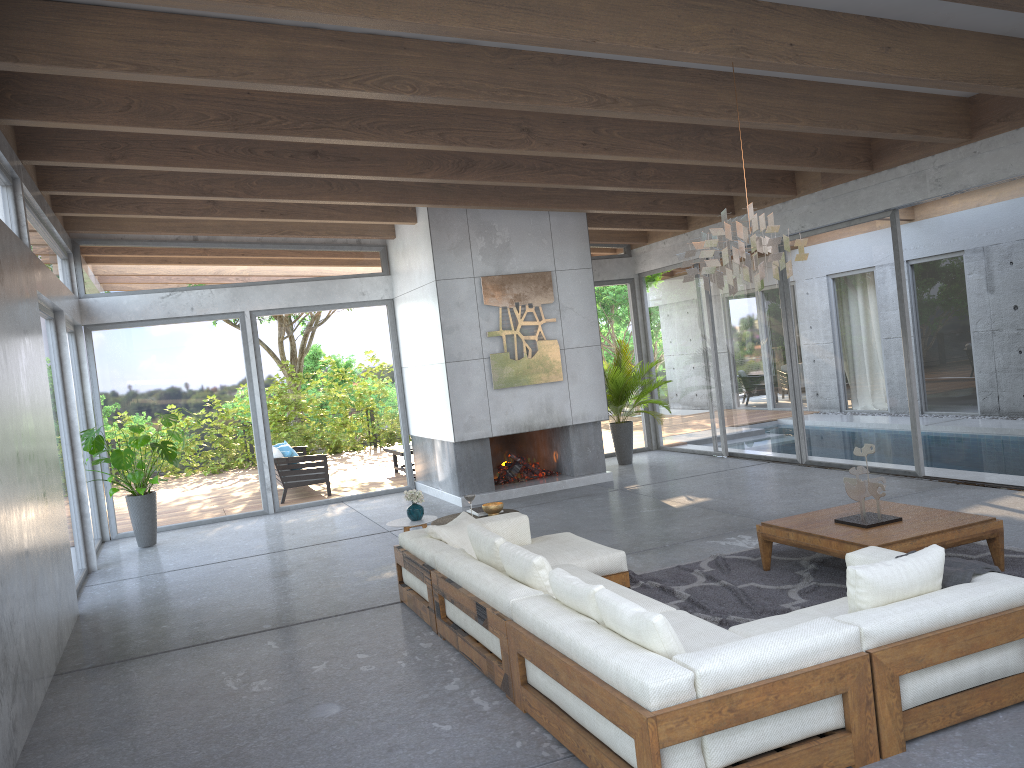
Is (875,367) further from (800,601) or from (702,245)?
(702,245)

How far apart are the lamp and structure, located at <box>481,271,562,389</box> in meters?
4.9

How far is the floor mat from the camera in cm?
544

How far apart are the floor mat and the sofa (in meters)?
0.09

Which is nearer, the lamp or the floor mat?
the lamp

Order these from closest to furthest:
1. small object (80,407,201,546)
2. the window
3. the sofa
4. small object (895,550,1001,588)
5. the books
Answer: the sofa
small object (895,550,1001,588)
the books
the window
small object (80,407,201,546)

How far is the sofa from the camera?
3.20m

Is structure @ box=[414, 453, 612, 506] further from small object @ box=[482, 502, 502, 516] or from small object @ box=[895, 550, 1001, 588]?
small object @ box=[895, 550, 1001, 588]

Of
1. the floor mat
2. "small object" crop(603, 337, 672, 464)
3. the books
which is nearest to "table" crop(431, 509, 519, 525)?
the books

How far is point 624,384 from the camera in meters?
12.3
